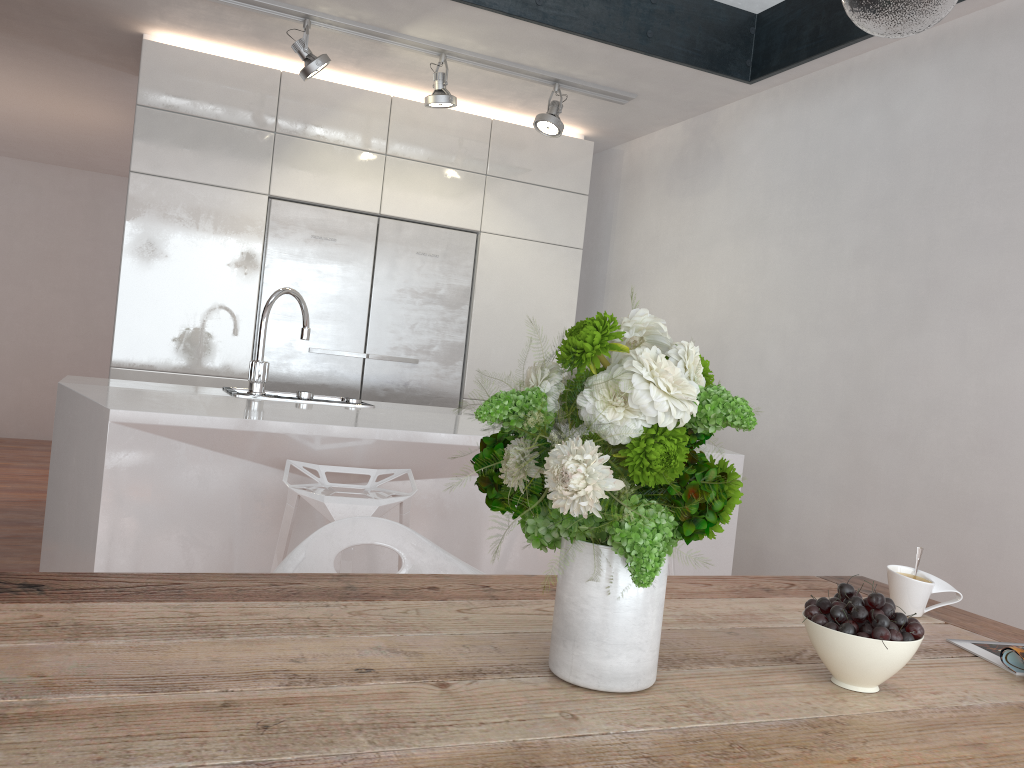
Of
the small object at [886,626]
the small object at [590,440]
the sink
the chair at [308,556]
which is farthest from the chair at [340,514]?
the small object at [886,626]

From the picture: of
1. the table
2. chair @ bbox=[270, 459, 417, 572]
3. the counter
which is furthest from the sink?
the table

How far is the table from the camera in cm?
81

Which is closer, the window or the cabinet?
the window

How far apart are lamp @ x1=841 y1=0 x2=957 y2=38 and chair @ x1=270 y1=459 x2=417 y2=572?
1.7m

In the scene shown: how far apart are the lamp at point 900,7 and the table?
0.9m

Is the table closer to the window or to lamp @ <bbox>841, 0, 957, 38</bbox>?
lamp @ <bbox>841, 0, 957, 38</bbox>

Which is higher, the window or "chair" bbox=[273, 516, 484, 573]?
the window

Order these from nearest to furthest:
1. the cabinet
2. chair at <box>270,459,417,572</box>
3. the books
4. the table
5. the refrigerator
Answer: the table → the books → chair at <box>270,459,417,572</box> → the cabinet → the refrigerator

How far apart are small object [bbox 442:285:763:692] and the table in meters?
0.0
